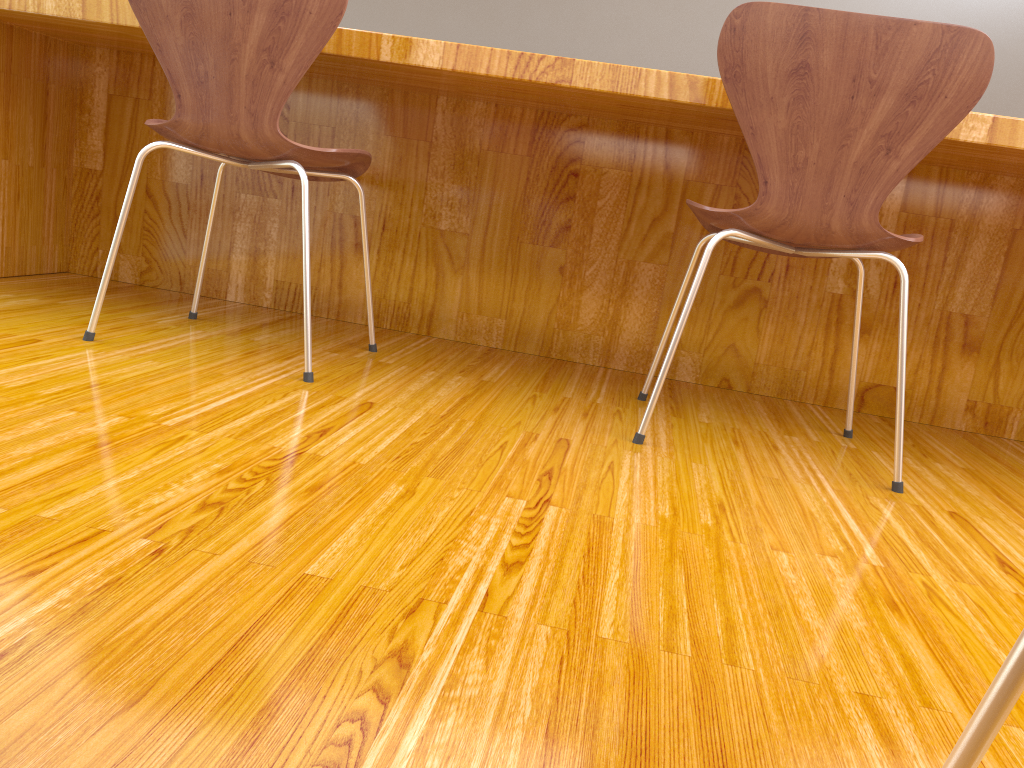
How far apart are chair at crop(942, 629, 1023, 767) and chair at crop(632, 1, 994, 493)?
1.01m

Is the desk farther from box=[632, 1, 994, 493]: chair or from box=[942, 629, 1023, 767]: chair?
box=[942, 629, 1023, 767]: chair

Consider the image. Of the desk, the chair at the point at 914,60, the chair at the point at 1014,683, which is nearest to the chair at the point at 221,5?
the desk

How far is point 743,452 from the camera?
1.5m

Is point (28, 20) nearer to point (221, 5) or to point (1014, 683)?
point (221, 5)

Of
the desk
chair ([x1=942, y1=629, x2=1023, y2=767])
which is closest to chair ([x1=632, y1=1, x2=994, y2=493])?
the desk

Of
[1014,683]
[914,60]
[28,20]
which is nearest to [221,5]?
[28,20]

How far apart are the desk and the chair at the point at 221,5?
0.17m

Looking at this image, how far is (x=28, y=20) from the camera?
1.8m

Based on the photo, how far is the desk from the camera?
1.82m
